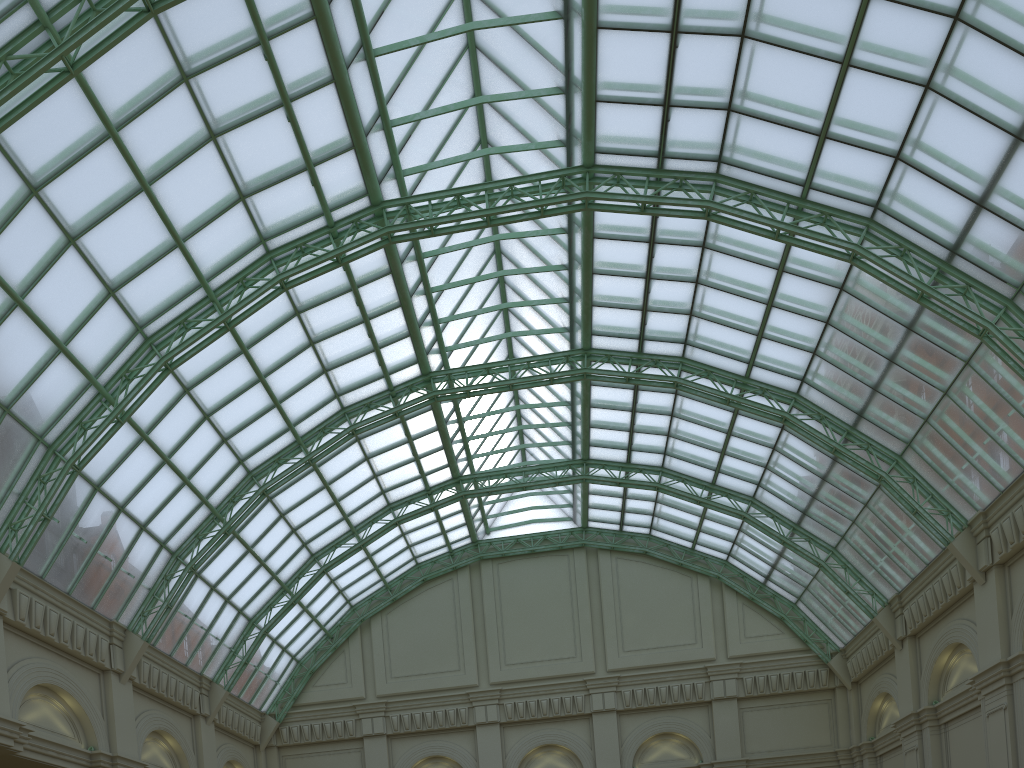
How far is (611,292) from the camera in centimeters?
3825cm
